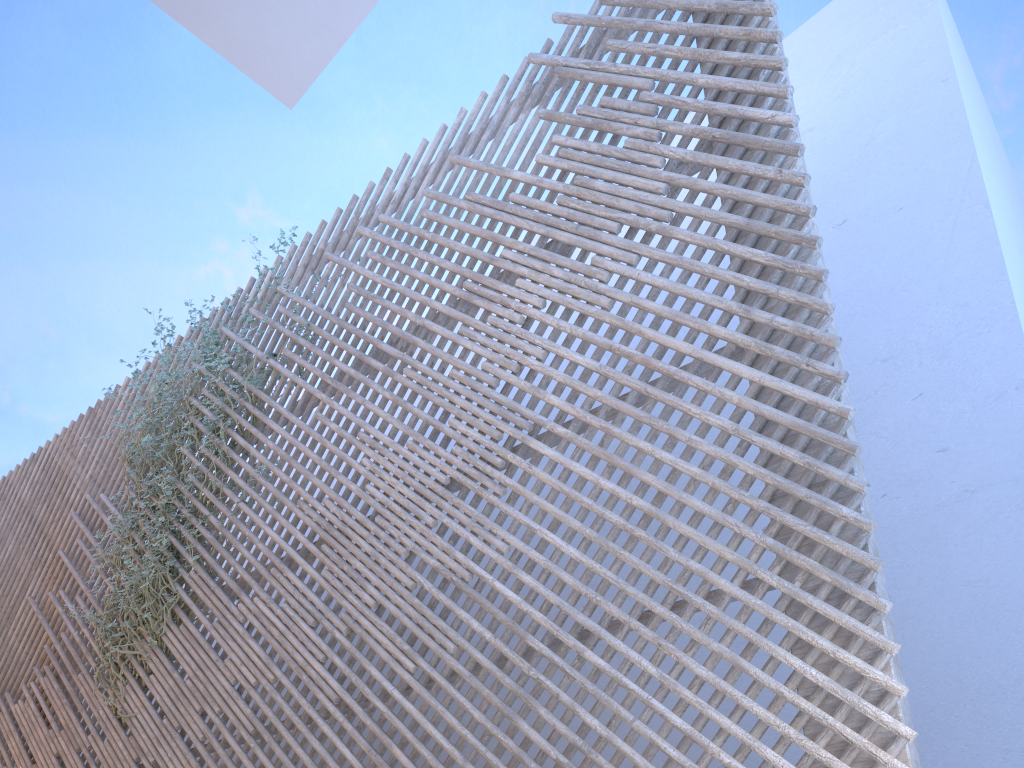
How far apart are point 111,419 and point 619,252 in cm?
379

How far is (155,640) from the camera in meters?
4.1 m

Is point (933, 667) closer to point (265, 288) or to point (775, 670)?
point (775, 670)

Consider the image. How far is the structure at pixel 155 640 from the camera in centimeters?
406cm

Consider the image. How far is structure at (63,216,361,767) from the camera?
4.1m

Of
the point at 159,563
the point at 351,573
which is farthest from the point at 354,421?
the point at 159,563
